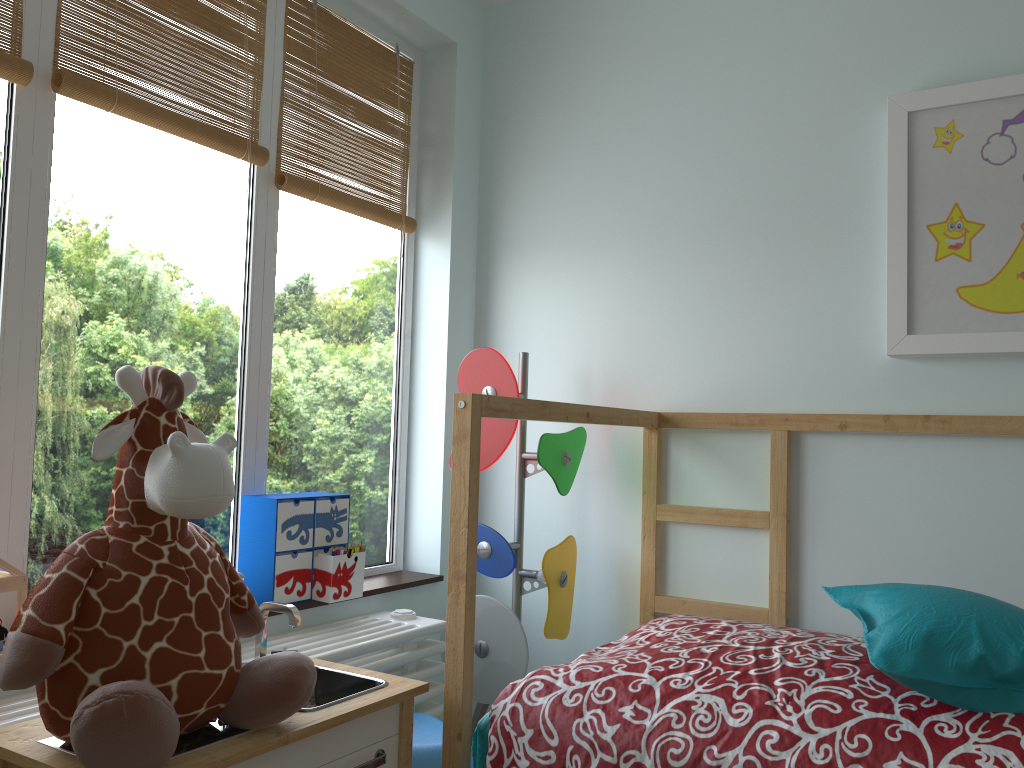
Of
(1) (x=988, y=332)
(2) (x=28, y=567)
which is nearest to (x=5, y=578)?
(2) (x=28, y=567)

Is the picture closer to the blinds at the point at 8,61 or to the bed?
the bed

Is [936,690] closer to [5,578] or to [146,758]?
[146,758]

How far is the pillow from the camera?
1.3m

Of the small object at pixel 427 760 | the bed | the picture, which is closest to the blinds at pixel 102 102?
the bed

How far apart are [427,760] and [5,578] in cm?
82

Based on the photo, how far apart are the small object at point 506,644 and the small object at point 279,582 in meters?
0.3 m

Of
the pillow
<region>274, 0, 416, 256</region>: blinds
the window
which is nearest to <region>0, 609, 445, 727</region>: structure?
the window

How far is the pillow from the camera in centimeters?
130cm

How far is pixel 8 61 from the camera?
1.6 meters
